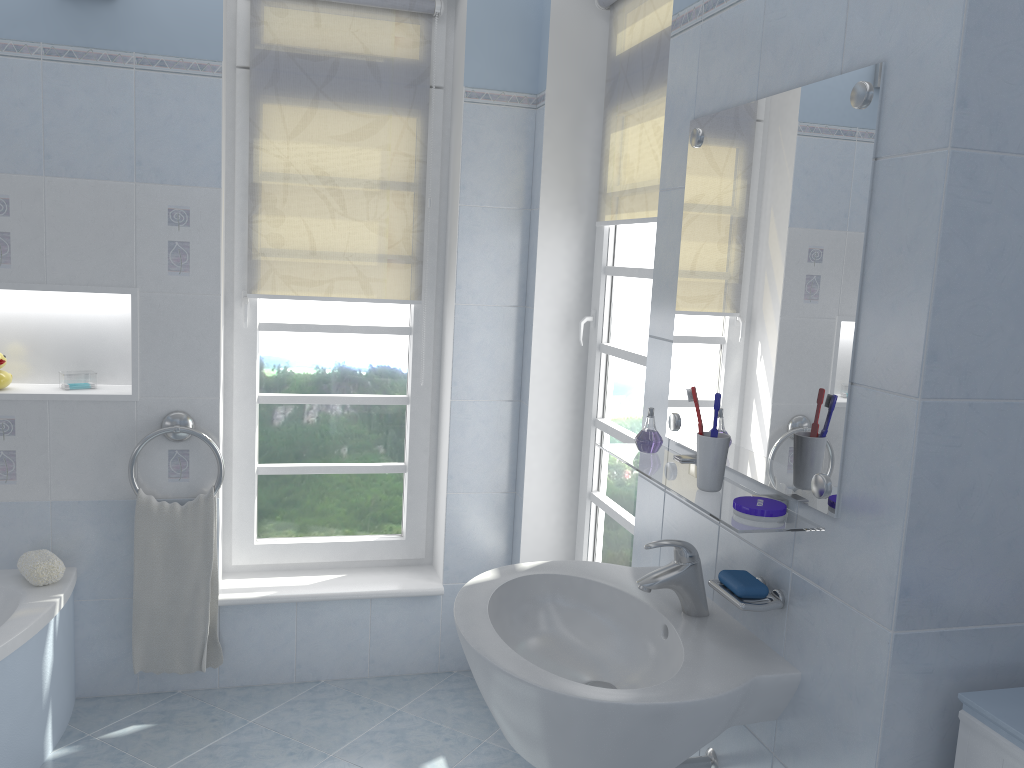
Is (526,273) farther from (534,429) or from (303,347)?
(303,347)

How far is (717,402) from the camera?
1.5 meters

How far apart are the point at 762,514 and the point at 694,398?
0.26m

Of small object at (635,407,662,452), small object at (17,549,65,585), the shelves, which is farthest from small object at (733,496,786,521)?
small object at (17,549,65,585)

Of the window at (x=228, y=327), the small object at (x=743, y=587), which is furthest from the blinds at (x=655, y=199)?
the small object at (x=743, y=587)

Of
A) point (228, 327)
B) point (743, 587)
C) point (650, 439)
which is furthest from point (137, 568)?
point (743, 587)

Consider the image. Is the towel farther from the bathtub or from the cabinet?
the cabinet

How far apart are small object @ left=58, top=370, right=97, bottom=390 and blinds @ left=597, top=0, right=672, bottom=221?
1.7m

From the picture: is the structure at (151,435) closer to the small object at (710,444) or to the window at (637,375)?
the window at (637,375)

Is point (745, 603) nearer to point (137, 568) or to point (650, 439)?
point (650, 439)
